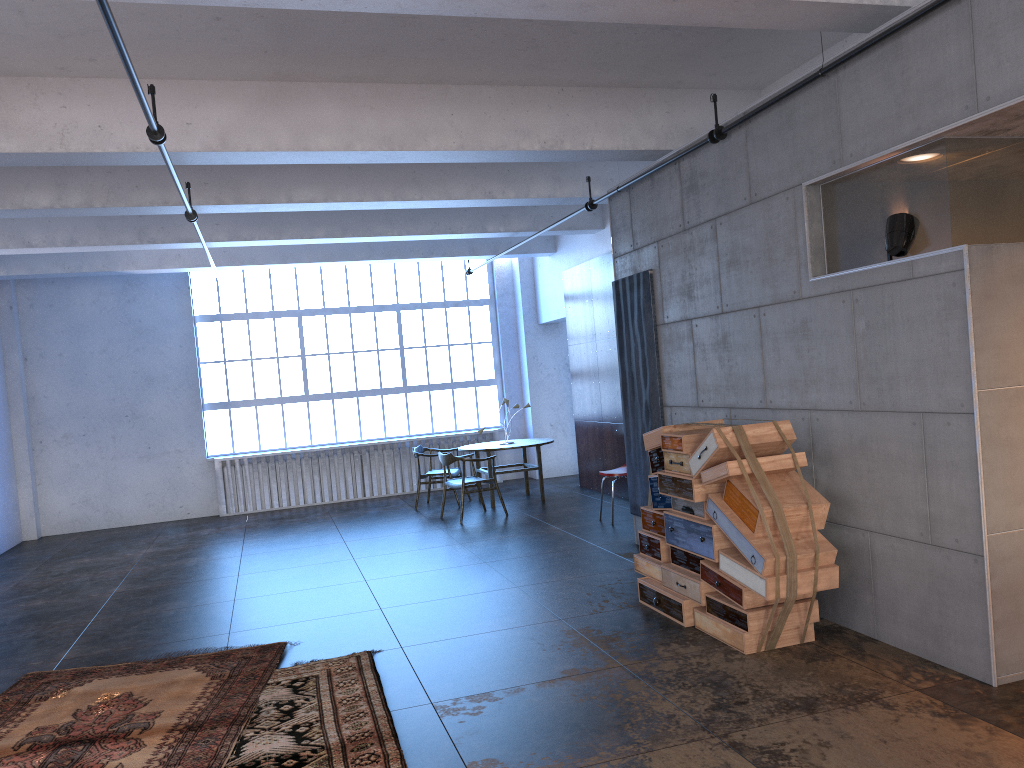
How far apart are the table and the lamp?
7.18m

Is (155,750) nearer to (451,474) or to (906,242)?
(906,242)

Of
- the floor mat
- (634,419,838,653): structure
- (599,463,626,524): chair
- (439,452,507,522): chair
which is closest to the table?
(439,452,507,522): chair

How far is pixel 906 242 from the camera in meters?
4.6

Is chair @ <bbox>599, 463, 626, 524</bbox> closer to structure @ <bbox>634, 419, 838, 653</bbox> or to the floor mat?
structure @ <bbox>634, 419, 838, 653</bbox>

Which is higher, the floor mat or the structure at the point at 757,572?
the structure at the point at 757,572

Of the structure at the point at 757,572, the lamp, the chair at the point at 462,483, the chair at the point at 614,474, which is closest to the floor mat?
the structure at the point at 757,572

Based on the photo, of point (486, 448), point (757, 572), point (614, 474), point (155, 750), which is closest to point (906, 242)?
point (757, 572)

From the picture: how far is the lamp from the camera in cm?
462

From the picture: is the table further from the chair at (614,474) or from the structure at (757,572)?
the structure at (757,572)
